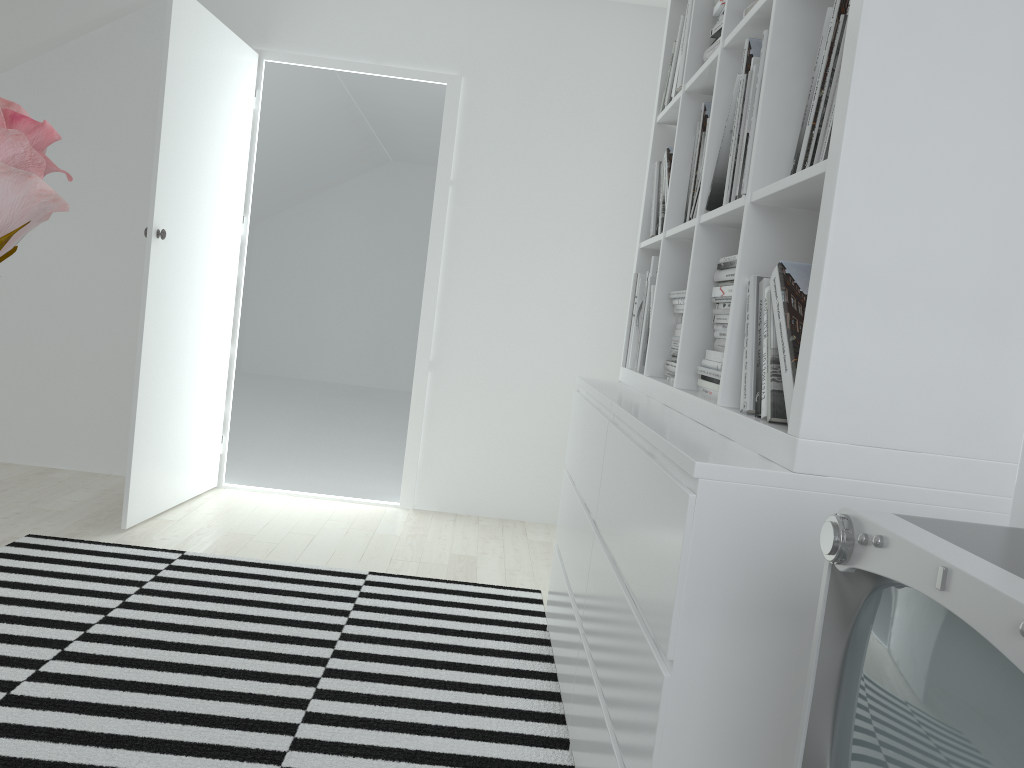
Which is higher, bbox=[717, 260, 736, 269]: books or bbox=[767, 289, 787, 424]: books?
bbox=[717, 260, 736, 269]: books

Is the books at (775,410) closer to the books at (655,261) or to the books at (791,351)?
the books at (791,351)

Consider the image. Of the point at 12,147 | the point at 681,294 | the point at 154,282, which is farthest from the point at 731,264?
the point at 154,282

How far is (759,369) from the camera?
1.5m

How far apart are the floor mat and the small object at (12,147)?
1.81m

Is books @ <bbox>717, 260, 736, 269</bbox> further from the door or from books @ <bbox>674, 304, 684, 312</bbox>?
the door

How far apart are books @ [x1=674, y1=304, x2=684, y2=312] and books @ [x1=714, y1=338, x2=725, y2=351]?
0.36m

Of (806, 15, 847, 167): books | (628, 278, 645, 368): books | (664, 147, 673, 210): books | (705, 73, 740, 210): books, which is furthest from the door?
(806, 15, 847, 167): books

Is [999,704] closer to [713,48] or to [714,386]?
[714,386]

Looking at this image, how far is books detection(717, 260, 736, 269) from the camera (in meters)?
1.80
